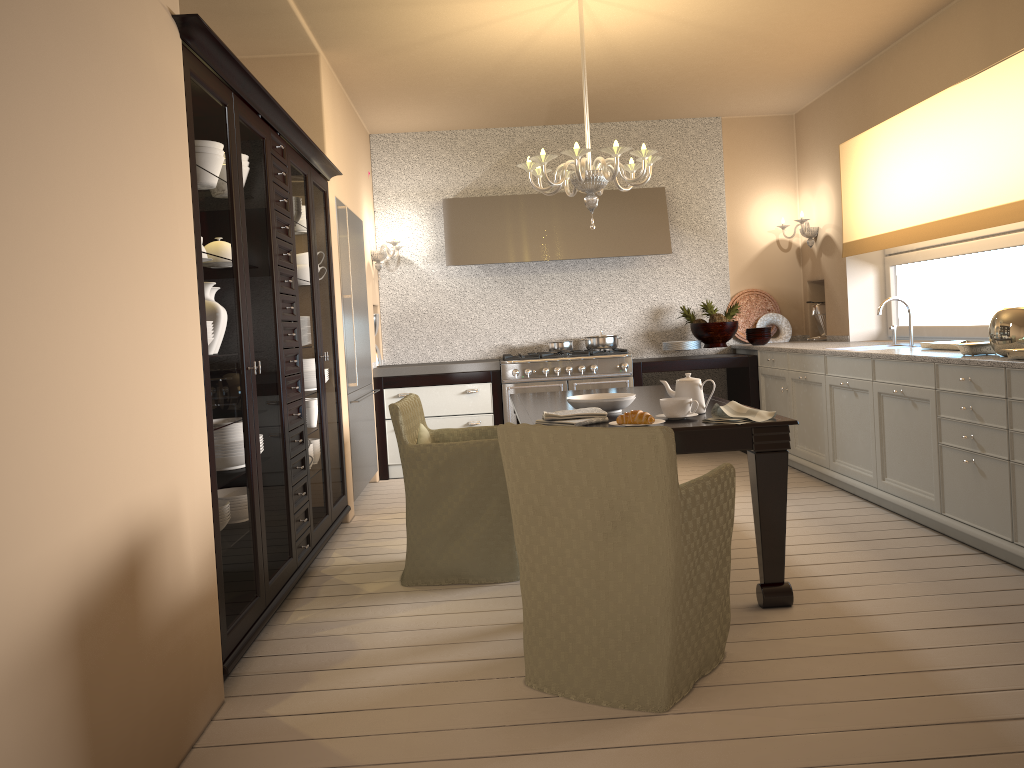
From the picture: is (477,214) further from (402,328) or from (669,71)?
(669,71)

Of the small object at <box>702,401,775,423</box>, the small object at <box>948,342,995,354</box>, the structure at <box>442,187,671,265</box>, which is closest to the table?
the small object at <box>702,401,775,423</box>

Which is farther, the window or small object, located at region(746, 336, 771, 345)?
small object, located at region(746, 336, 771, 345)

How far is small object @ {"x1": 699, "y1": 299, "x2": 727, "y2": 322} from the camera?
6.5 meters

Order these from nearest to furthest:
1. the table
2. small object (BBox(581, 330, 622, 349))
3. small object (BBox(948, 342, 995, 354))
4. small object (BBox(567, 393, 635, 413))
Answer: the table
small object (BBox(567, 393, 635, 413))
small object (BBox(948, 342, 995, 354))
small object (BBox(581, 330, 622, 349))

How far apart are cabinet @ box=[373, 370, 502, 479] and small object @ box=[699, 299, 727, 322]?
1.6m

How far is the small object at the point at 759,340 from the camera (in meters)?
6.38

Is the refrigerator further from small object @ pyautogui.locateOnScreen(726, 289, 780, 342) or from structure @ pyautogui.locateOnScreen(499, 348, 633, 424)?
small object @ pyautogui.locateOnScreen(726, 289, 780, 342)

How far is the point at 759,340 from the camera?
6.38m

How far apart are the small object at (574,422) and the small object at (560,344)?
3.4m
